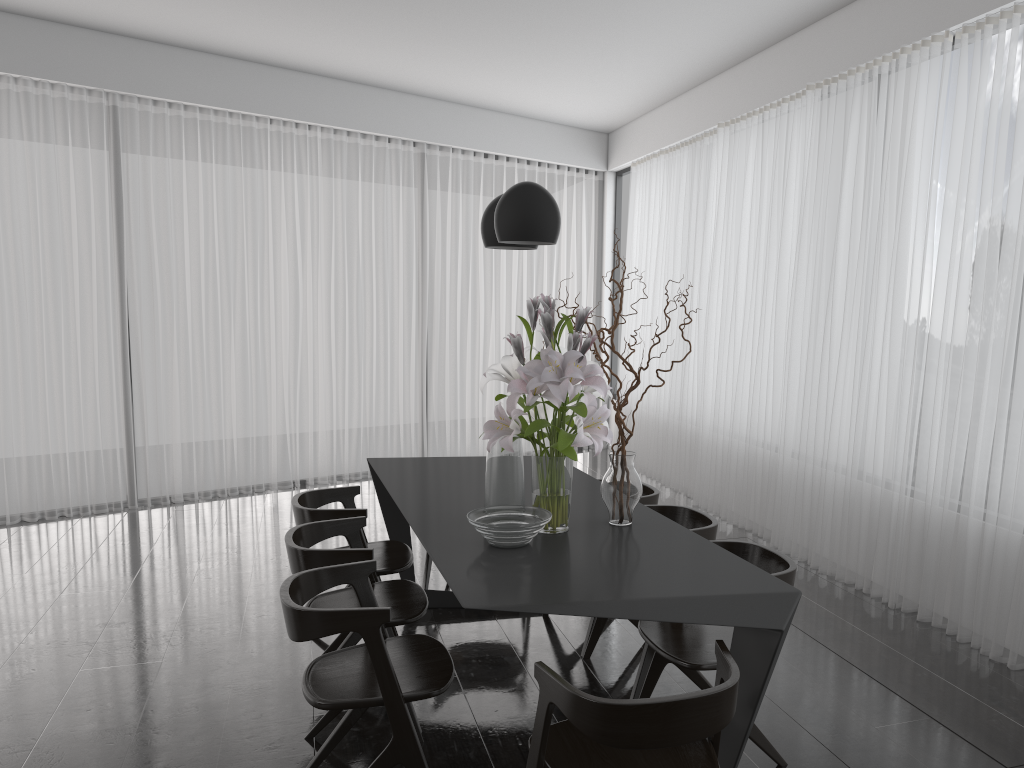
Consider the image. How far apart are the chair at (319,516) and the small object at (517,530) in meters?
0.9

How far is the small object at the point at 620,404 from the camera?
3.0 meters

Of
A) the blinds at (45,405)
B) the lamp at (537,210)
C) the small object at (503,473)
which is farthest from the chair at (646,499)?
the blinds at (45,405)

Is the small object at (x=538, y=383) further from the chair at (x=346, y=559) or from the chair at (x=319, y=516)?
the chair at (x=319, y=516)

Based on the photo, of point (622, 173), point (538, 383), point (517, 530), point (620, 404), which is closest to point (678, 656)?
point (517, 530)

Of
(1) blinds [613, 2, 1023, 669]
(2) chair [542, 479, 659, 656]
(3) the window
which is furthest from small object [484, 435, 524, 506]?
(3) the window

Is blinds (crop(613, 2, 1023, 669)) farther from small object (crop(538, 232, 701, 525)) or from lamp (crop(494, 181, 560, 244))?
lamp (crop(494, 181, 560, 244))

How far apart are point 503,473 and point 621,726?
1.3 meters

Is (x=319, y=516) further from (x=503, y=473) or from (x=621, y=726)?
(x=621, y=726)

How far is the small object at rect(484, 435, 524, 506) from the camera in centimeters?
308cm
